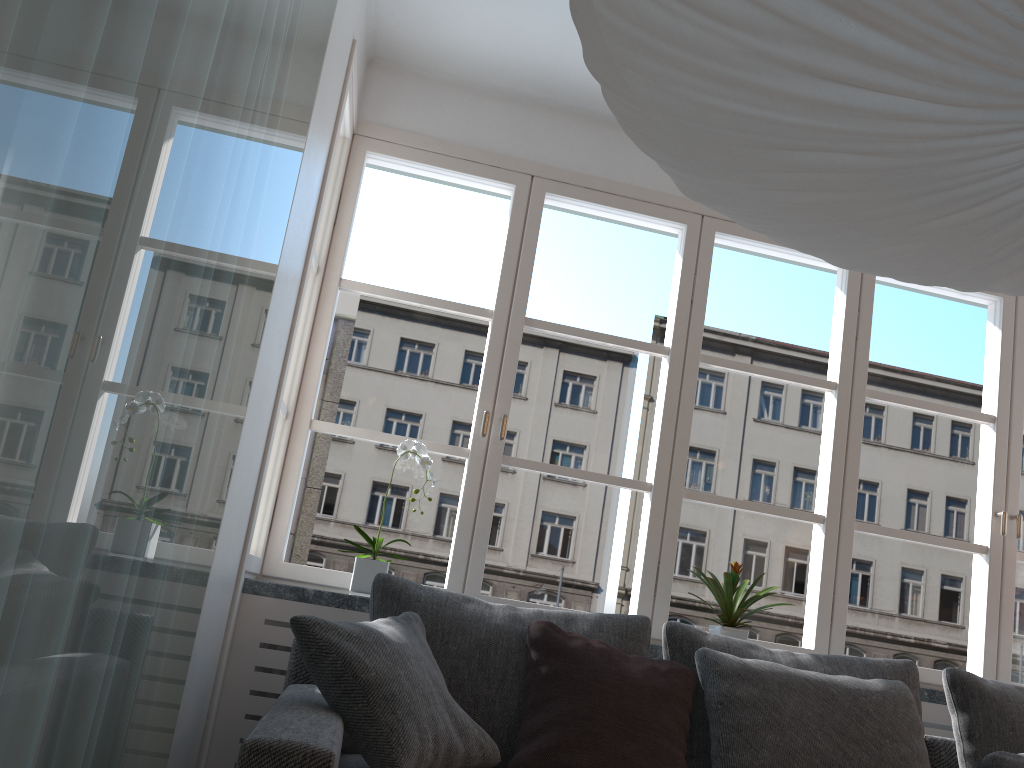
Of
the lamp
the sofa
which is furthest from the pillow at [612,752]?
the lamp

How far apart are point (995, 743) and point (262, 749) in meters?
2.2 m

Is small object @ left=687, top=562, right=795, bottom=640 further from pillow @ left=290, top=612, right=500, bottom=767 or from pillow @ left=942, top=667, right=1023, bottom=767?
pillow @ left=290, top=612, right=500, bottom=767

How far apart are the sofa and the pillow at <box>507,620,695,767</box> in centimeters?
35cm

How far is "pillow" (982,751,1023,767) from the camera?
2.41m

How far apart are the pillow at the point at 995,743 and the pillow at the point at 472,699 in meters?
1.0 m

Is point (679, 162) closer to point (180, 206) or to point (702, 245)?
point (180, 206)

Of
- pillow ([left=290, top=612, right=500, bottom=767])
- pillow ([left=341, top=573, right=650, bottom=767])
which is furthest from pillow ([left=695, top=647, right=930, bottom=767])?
pillow ([left=290, top=612, right=500, bottom=767])

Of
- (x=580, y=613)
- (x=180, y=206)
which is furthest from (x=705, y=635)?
(x=180, y=206)

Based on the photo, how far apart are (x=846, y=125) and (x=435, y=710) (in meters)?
1.50
